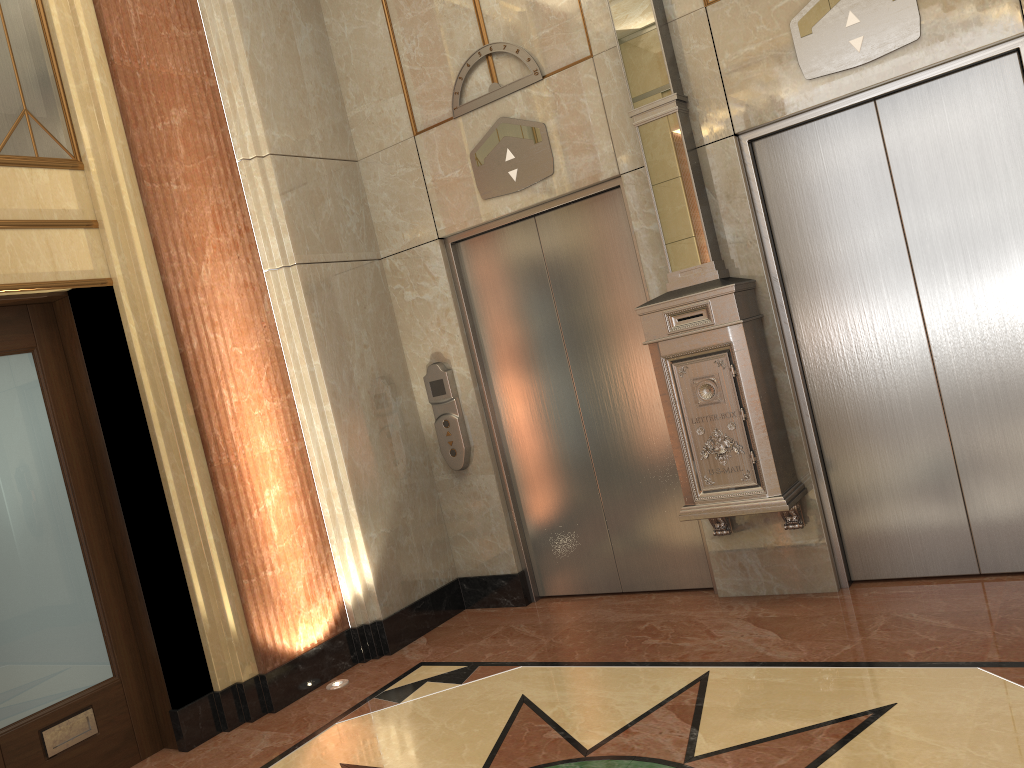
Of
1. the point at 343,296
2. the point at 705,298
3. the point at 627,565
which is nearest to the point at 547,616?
the point at 627,565

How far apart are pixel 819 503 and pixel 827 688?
1.15m
